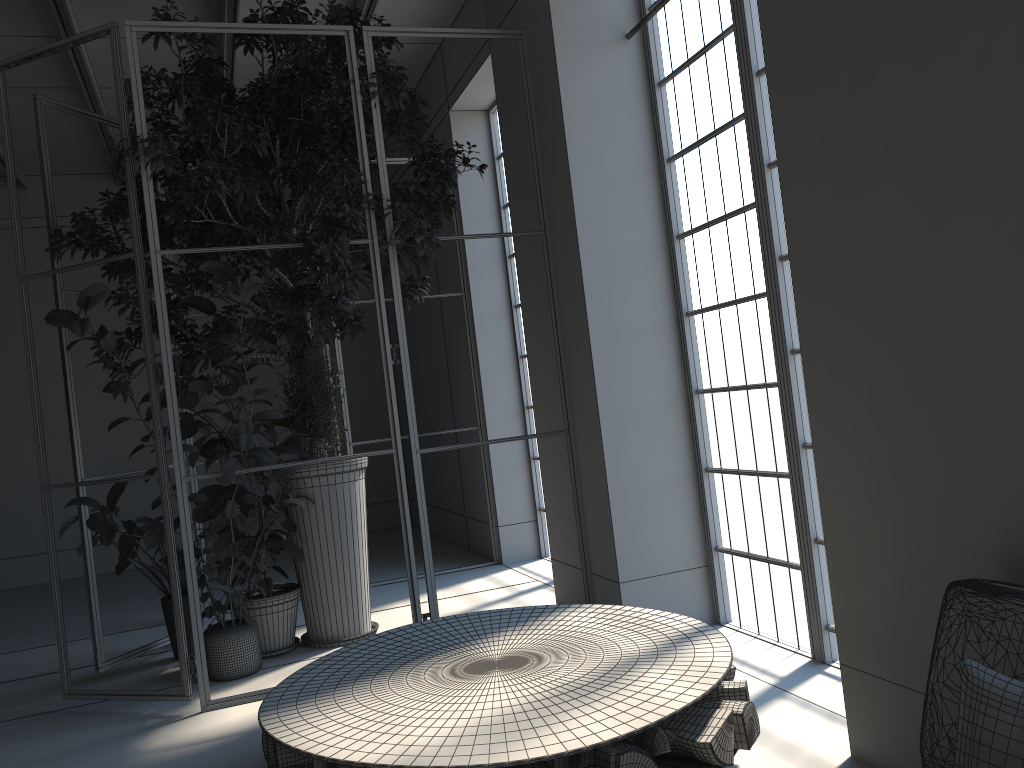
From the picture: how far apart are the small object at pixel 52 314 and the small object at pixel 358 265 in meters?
0.1

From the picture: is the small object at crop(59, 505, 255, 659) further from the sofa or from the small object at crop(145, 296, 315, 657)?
the sofa

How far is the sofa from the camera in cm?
207

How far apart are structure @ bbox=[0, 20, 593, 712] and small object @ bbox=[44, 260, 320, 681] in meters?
0.1

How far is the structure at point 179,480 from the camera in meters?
4.3

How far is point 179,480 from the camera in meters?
4.3

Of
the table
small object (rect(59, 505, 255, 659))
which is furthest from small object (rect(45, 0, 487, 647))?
the table

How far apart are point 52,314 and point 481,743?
3.0m

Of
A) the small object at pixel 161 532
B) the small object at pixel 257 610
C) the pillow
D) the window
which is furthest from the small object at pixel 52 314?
the pillow

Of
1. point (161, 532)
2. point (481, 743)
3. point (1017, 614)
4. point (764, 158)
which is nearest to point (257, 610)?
point (161, 532)
